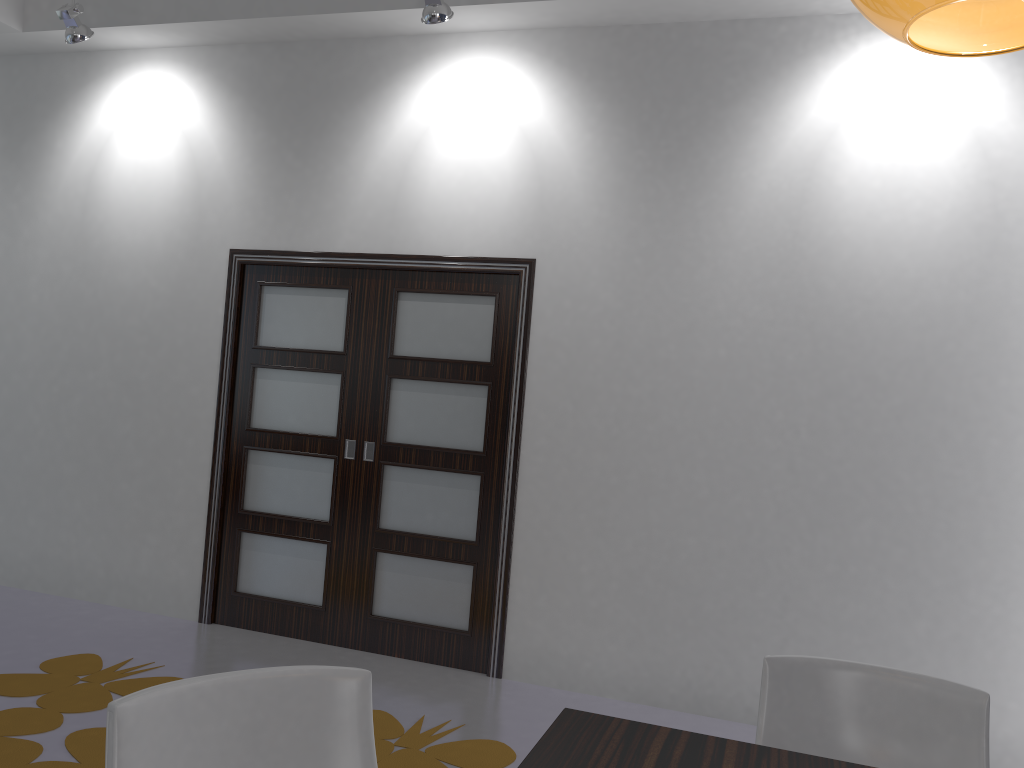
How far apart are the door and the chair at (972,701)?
2.25m

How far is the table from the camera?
1.5 meters

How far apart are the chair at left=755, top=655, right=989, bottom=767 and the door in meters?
2.3 m

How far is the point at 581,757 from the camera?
1.52m

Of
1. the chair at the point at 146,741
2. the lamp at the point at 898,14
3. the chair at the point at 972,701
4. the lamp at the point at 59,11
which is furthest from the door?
the lamp at the point at 898,14

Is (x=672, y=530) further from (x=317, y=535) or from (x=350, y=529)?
(x=317, y=535)

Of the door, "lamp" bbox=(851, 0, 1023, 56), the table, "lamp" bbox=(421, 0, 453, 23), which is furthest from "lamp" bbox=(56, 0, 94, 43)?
"lamp" bbox=(851, 0, 1023, 56)

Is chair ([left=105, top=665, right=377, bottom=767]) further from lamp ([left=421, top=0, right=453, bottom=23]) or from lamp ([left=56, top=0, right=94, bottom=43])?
lamp ([left=56, top=0, right=94, bottom=43])

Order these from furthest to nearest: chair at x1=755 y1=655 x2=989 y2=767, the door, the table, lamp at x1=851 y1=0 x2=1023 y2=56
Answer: the door, chair at x1=755 y1=655 x2=989 y2=767, the table, lamp at x1=851 y1=0 x2=1023 y2=56

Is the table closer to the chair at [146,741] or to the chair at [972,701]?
the chair at [146,741]
